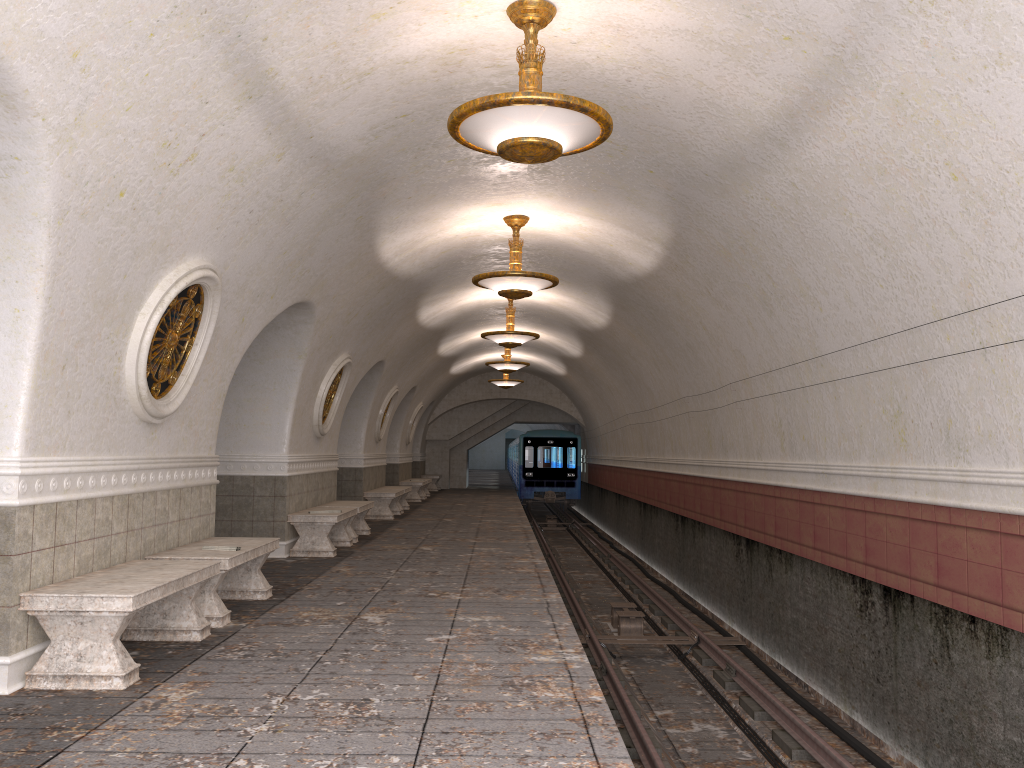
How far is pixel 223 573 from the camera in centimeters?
644cm

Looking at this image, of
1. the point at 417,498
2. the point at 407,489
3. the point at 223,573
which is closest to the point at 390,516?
the point at 407,489

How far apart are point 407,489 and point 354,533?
6.48m

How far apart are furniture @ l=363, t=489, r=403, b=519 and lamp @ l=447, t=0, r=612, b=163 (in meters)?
11.72

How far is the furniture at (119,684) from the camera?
4.73m

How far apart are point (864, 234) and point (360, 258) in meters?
5.4

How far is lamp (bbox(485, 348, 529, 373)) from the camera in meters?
19.4 m

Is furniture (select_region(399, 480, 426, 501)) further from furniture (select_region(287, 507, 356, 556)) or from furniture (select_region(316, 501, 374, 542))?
furniture (select_region(287, 507, 356, 556))

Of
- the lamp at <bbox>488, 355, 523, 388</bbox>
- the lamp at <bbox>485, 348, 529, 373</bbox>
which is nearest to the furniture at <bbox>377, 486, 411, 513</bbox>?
the lamp at <bbox>485, 348, 529, 373</bbox>

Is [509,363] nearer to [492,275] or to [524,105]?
[492,275]
